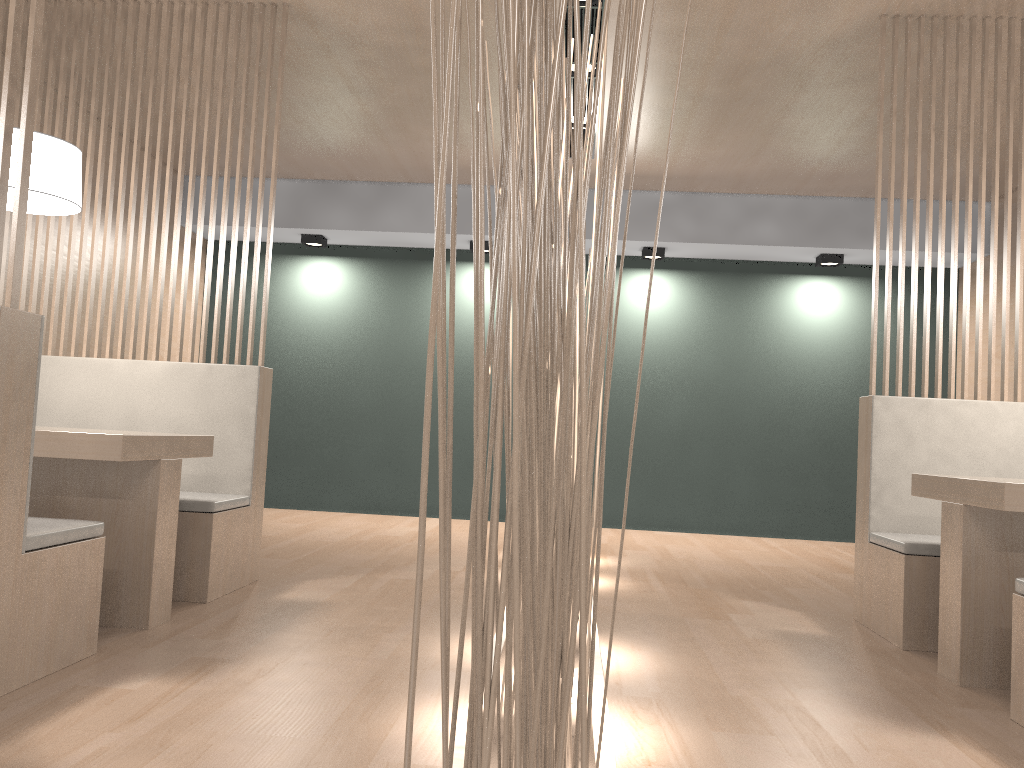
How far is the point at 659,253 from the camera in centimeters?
421cm

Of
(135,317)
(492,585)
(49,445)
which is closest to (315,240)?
(135,317)

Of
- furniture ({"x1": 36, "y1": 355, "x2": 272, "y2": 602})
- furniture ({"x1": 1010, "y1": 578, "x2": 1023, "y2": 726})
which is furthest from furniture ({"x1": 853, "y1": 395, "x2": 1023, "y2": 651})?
furniture ({"x1": 36, "y1": 355, "x2": 272, "y2": 602})

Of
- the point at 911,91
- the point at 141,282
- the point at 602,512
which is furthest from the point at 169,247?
the point at 602,512

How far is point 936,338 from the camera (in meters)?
2.31

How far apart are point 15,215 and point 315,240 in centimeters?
303cm

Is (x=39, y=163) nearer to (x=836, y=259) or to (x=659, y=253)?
(x=659, y=253)

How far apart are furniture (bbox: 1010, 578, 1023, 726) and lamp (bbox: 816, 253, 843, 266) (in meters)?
2.88

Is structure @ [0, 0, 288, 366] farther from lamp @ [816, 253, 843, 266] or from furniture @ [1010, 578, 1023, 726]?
lamp @ [816, 253, 843, 266]

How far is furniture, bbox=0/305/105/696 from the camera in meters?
1.3 m
